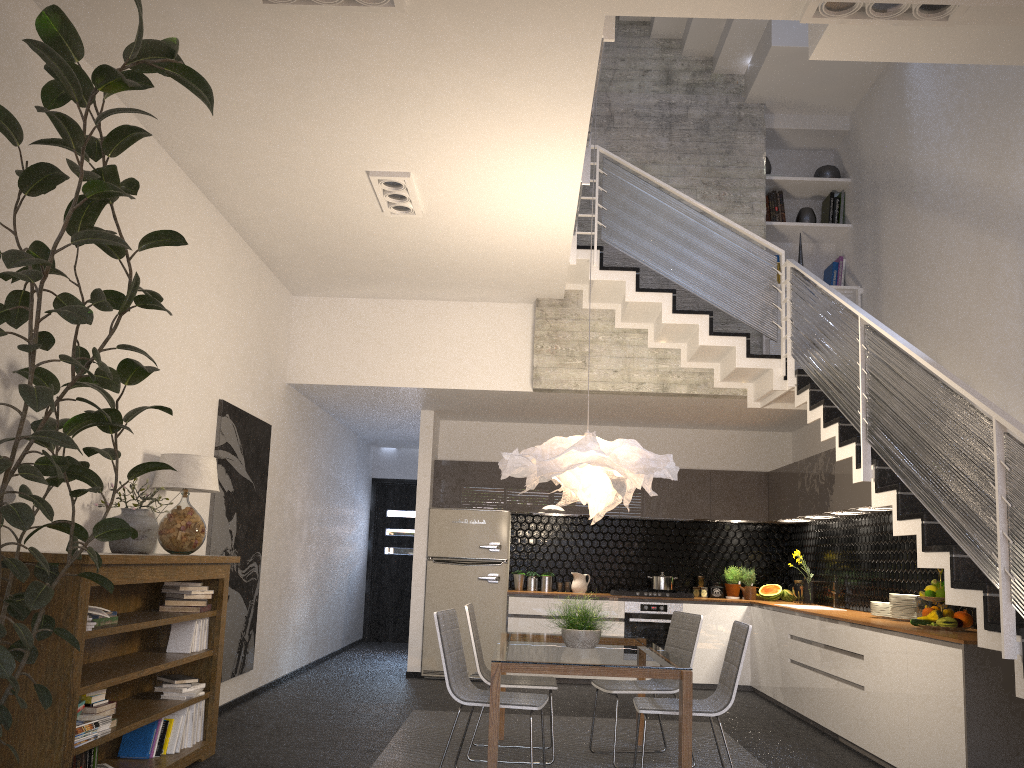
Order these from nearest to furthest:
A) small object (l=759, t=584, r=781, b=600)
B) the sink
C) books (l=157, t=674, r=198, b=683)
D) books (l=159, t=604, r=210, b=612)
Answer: books (l=157, t=674, r=198, b=683) < books (l=159, t=604, r=210, b=612) < the sink < small object (l=759, t=584, r=781, b=600)

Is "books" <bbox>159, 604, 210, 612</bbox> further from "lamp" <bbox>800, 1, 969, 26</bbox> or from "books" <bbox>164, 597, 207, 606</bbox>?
"lamp" <bbox>800, 1, 969, 26</bbox>

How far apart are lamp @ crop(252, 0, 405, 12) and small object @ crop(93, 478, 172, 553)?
2.54m

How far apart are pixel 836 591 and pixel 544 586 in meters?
2.9

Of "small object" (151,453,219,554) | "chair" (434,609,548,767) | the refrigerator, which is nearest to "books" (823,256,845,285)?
the refrigerator

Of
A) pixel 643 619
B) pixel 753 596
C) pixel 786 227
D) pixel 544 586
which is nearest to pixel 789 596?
pixel 753 596

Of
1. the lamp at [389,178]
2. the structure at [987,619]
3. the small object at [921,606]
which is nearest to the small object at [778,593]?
the structure at [987,619]

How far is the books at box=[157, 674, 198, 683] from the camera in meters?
4.9

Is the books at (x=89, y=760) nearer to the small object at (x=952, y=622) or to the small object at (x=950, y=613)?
the small object at (x=952, y=622)

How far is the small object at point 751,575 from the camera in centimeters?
932cm
